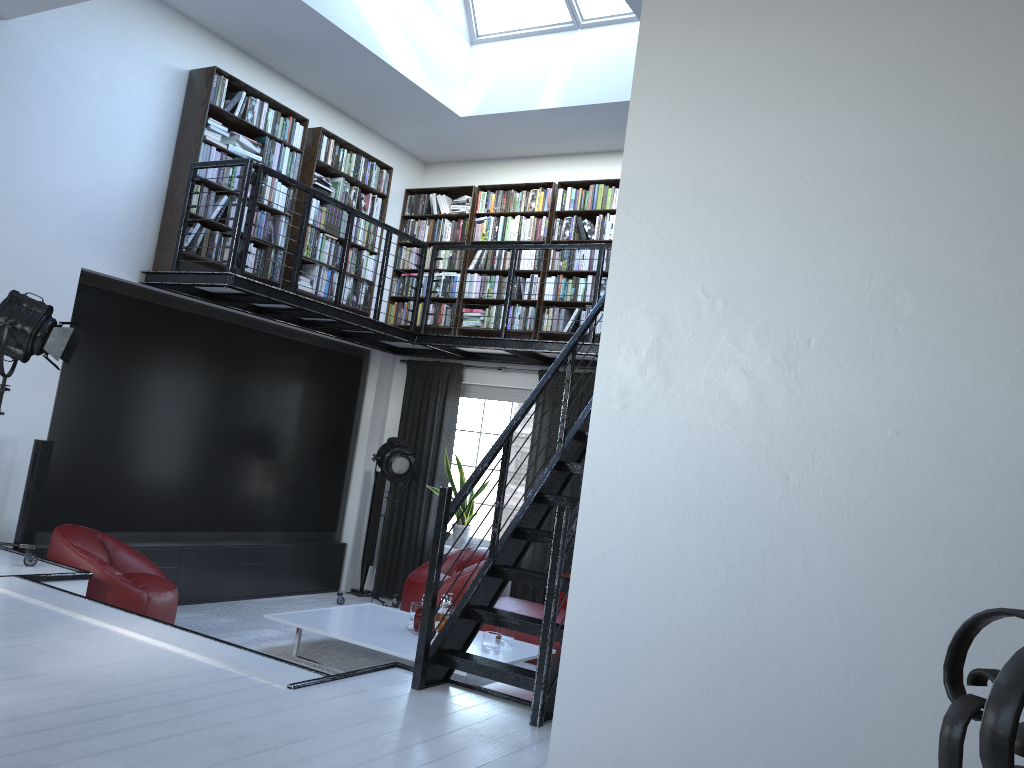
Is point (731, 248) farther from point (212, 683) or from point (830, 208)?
point (212, 683)

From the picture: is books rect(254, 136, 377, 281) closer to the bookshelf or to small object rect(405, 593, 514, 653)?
the bookshelf

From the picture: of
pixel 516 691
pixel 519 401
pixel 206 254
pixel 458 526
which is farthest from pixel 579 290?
pixel 516 691

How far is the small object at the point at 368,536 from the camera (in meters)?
8.80

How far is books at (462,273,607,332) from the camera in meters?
8.0 m

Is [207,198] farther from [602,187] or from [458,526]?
[458,526]

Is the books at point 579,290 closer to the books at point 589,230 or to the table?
the books at point 589,230

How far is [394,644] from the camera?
5.8m

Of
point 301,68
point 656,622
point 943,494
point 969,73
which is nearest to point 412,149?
point 301,68

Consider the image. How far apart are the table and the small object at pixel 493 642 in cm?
4
